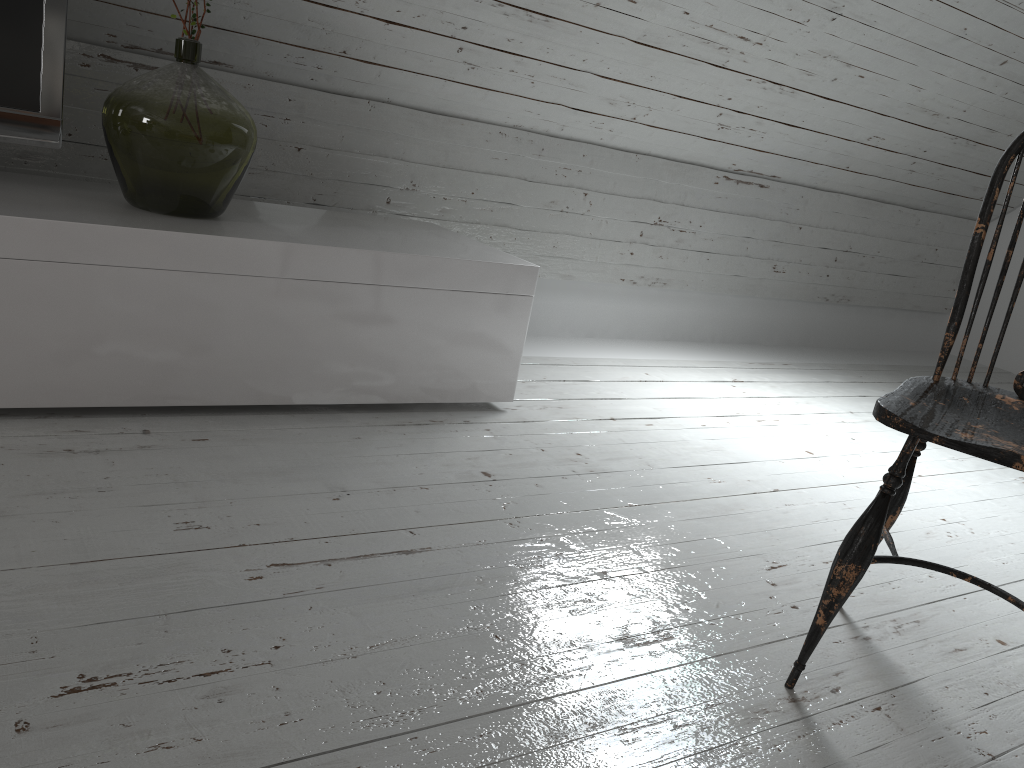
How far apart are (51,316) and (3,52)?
0.5m

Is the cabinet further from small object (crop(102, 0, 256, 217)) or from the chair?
the chair

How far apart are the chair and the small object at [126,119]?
1.4m

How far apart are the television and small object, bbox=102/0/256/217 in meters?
0.1

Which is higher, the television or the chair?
the television

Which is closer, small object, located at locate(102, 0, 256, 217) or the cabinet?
the cabinet

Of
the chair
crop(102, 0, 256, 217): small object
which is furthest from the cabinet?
the chair

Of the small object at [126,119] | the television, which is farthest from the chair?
the television

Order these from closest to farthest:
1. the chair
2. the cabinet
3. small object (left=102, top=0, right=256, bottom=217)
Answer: the chair < the cabinet < small object (left=102, top=0, right=256, bottom=217)

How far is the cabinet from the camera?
1.67m
